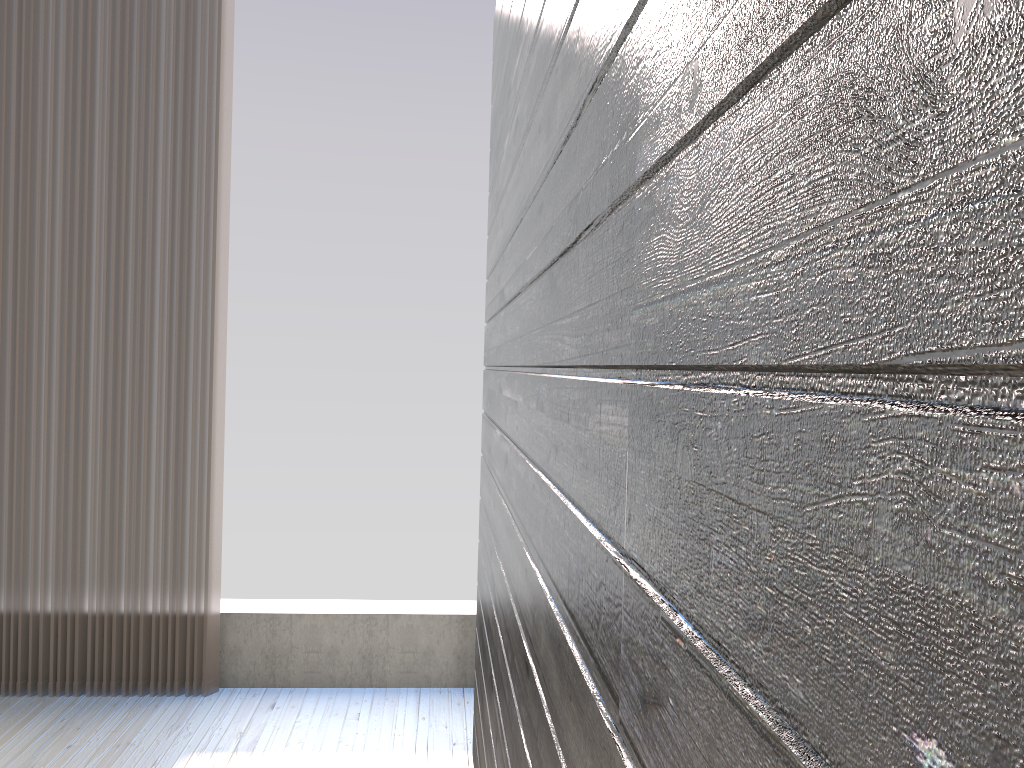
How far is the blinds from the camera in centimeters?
292cm

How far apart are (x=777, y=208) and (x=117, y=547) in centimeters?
303cm

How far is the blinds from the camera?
2.92m

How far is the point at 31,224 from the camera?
2.9m
